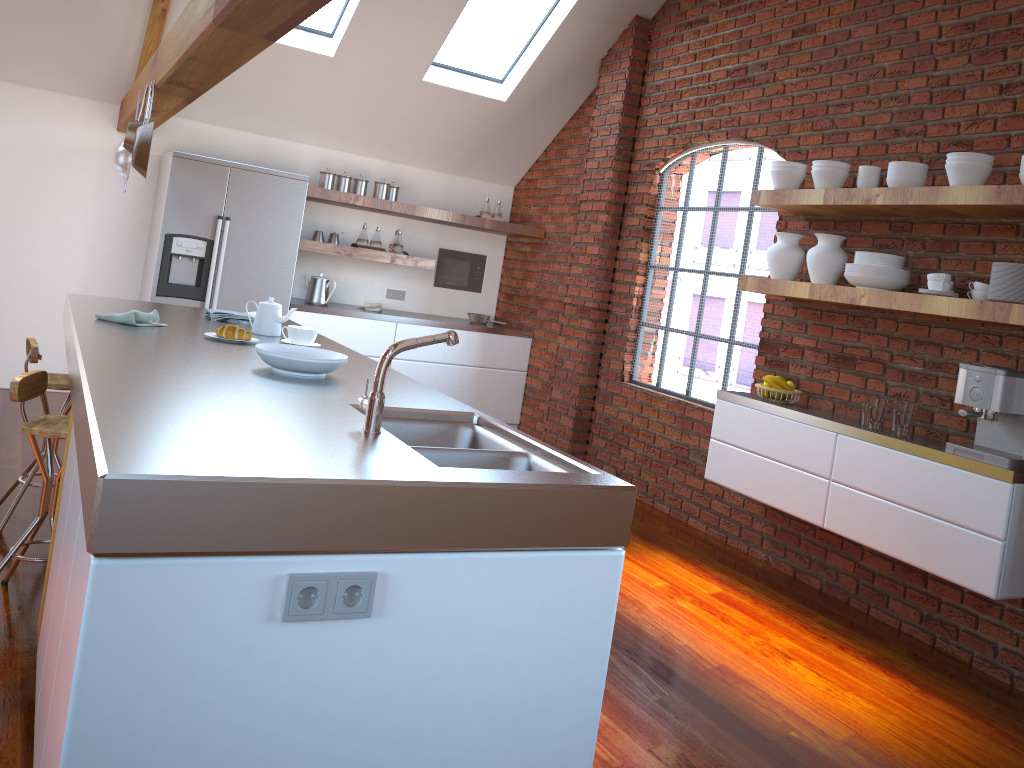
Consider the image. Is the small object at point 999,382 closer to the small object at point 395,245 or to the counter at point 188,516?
the counter at point 188,516

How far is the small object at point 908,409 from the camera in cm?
377

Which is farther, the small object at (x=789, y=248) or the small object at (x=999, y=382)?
the small object at (x=789, y=248)

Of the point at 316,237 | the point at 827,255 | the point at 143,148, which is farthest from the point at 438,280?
the point at 827,255

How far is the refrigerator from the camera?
5.72m

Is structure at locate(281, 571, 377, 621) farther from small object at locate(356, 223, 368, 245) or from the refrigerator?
small object at locate(356, 223, 368, 245)

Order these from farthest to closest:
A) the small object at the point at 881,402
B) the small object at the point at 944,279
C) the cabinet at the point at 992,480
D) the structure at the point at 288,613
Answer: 1. the small object at the point at 881,402
2. the small object at the point at 944,279
3. the cabinet at the point at 992,480
4. the structure at the point at 288,613

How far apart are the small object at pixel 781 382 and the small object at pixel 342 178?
3.56m

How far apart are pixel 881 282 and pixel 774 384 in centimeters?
78cm

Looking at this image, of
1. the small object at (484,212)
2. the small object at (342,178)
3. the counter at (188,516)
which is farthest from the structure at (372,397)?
the small object at (484,212)
